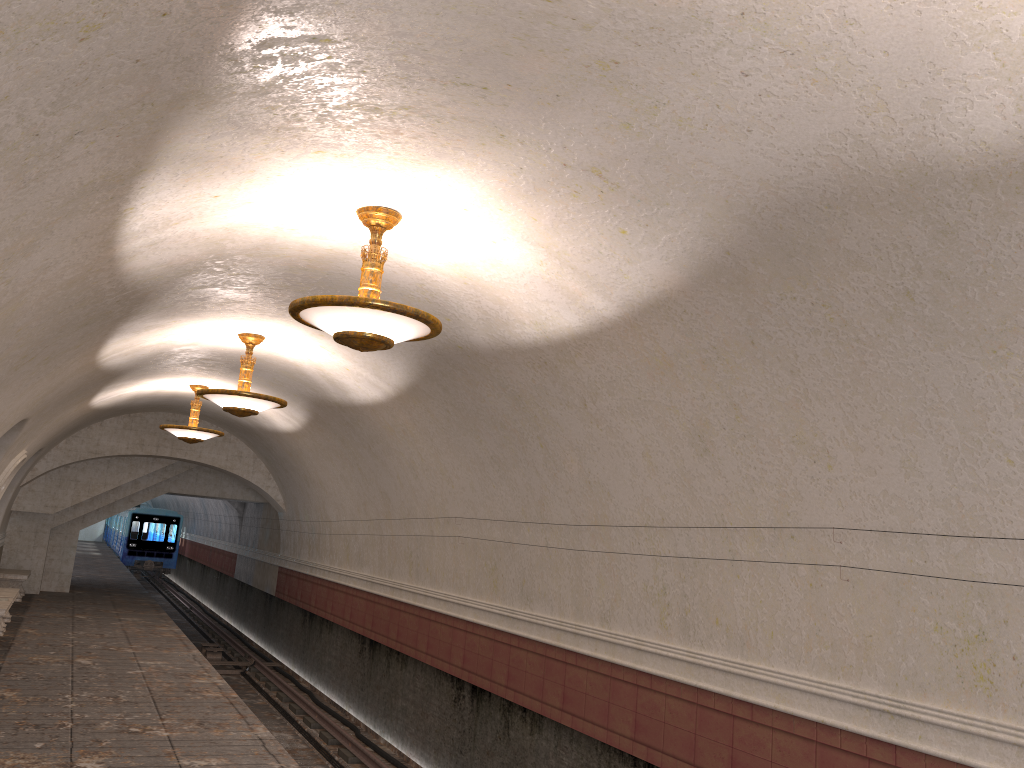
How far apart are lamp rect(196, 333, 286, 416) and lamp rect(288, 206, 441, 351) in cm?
403

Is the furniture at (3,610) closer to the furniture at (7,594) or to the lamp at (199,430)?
the furniture at (7,594)

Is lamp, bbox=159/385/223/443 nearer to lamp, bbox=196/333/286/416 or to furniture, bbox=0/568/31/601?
lamp, bbox=196/333/286/416

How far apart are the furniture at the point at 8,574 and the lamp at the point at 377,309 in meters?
14.3

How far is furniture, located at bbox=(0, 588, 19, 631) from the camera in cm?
1326

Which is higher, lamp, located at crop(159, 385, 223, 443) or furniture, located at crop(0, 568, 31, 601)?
lamp, located at crop(159, 385, 223, 443)

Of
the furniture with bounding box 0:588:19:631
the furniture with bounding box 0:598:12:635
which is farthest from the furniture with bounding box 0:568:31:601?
the furniture with bounding box 0:598:12:635

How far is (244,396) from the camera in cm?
974

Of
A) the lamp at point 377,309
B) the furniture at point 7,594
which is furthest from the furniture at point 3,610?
the lamp at point 377,309

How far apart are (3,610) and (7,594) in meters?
2.0
